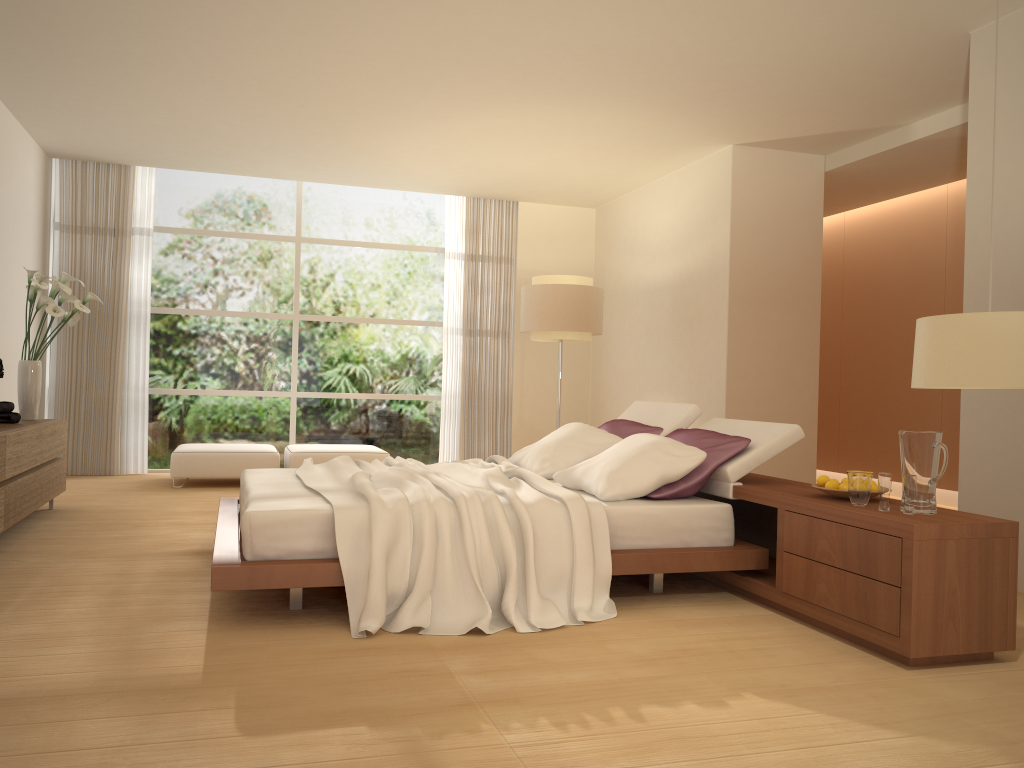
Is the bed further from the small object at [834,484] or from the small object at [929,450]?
the small object at [929,450]

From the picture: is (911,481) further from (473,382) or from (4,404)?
(473,382)

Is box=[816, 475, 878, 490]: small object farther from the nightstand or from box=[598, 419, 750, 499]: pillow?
box=[598, 419, 750, 499]: pillow

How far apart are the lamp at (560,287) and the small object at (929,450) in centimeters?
452cm

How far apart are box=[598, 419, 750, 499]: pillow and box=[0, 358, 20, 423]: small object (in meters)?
3.85

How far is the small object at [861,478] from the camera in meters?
3.7

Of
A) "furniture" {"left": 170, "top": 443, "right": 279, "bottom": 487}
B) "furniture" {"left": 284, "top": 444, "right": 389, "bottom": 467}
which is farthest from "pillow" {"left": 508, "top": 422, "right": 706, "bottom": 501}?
"furniture" {"left": 170, "top": 443, "right": 279, "bottom": 487}

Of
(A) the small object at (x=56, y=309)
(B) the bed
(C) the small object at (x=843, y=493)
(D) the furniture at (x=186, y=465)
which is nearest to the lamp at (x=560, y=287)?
(B) the bed

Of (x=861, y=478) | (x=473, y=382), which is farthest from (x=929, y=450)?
(x=473, y=382)

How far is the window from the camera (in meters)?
9.30
